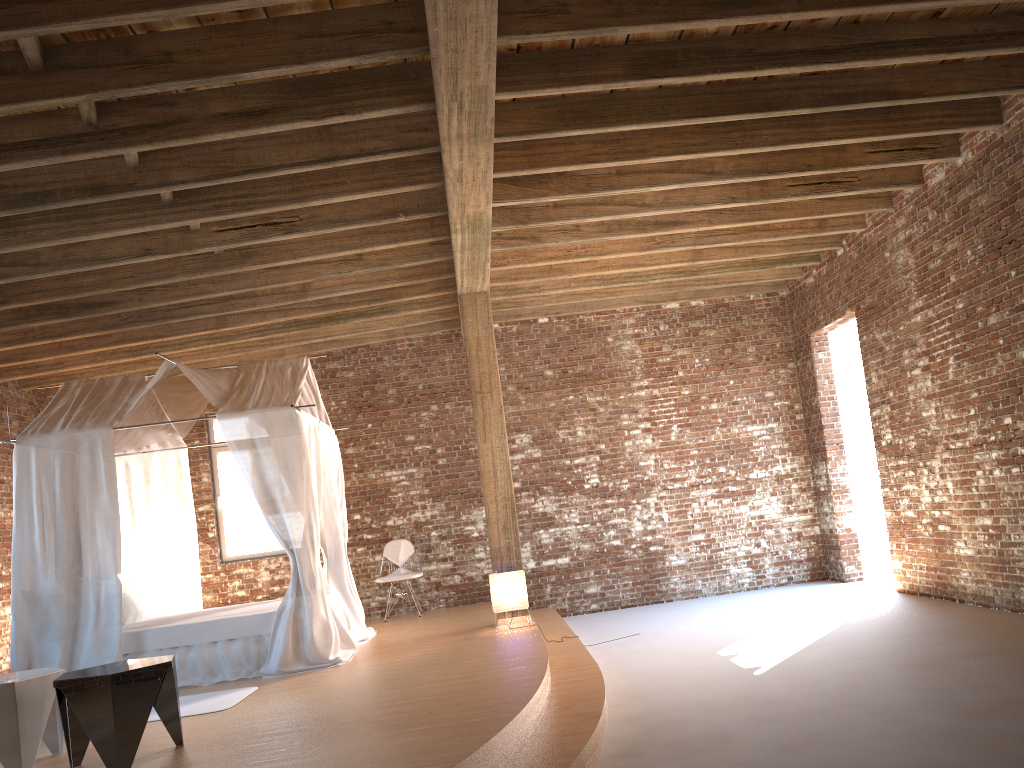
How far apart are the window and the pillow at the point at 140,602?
2.0m

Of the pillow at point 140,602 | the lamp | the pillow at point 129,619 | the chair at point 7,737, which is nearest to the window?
the pillow at point 140,602

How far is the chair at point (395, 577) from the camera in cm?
992

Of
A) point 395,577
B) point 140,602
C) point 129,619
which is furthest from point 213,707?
point 395,577

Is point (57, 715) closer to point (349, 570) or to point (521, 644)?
point (521, 644)

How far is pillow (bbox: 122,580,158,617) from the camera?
8.3 meters

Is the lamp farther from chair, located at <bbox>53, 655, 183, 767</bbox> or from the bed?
chair, located at <bbox>53, 655, 183, 767</bbox>

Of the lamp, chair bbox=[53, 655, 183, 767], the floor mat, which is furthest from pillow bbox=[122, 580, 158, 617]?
chair bbox=[53, 655, 183, 767]

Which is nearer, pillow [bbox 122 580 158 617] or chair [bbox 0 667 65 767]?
chair [bbox 0 667 65 767]

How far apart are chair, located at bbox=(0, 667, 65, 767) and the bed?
1.9 meters
